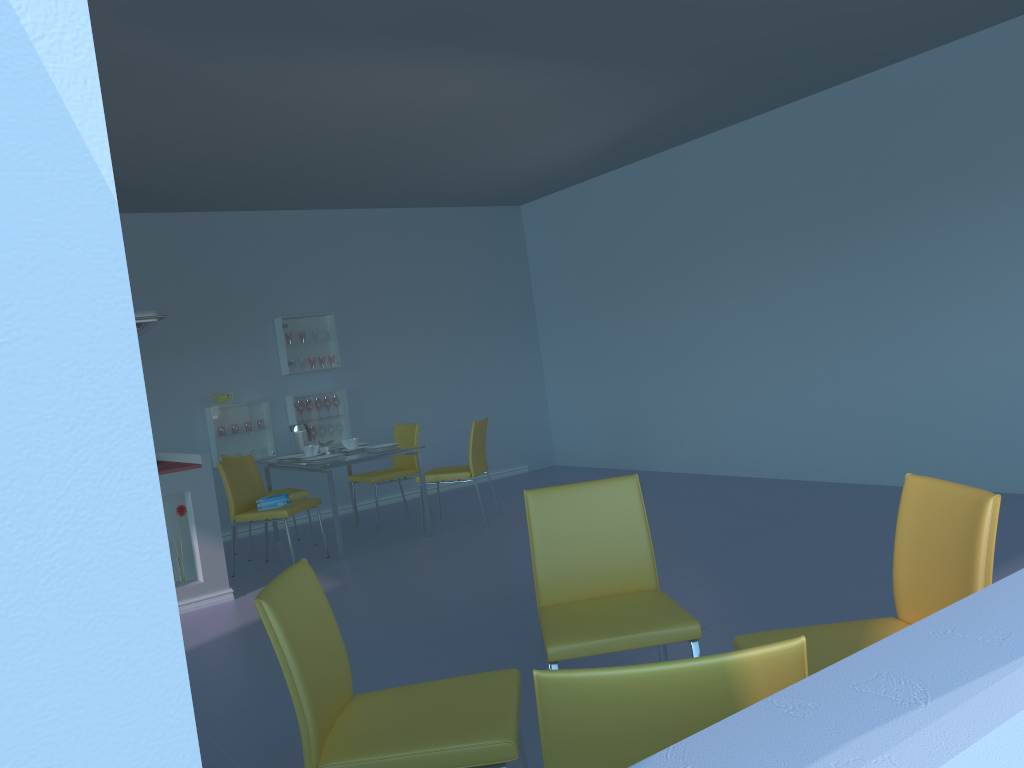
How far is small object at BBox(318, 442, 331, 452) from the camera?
6.2 meters

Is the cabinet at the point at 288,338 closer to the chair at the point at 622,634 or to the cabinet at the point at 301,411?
the cabinet at the point at 301,411

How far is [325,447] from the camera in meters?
6.2

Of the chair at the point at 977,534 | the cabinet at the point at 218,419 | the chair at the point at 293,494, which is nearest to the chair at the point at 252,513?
the chair at the point at 293,494

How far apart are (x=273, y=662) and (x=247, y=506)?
2.1 meters

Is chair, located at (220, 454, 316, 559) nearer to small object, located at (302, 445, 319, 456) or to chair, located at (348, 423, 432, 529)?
small object, located at (302, 445, 319, 456)

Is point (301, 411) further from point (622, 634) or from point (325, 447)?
point (622, 634)

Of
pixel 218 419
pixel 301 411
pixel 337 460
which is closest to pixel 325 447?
pixel 337 460

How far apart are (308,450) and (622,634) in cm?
416

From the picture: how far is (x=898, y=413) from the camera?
5.29m
